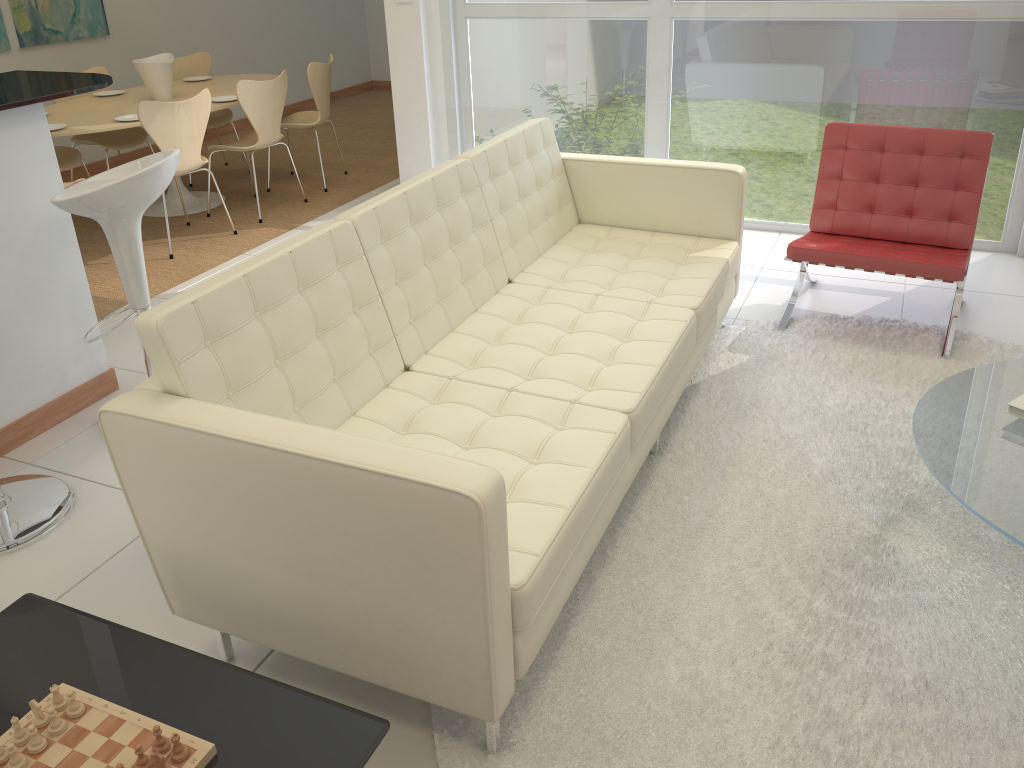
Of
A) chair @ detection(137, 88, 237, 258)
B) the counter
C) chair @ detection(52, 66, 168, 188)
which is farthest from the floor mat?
chair @ detection(52, 66, 168, 188)

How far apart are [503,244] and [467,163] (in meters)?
0.34

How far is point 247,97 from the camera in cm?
542

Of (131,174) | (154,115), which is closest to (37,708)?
(131,174)

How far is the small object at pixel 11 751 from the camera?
1.5 meters

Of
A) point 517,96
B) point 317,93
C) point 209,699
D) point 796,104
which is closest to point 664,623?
point 209,699

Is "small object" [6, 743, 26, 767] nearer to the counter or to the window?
the counter

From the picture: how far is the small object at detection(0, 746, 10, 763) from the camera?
1.5m

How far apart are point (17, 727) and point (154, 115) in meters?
4.0

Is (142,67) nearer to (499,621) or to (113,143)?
(113,143)
